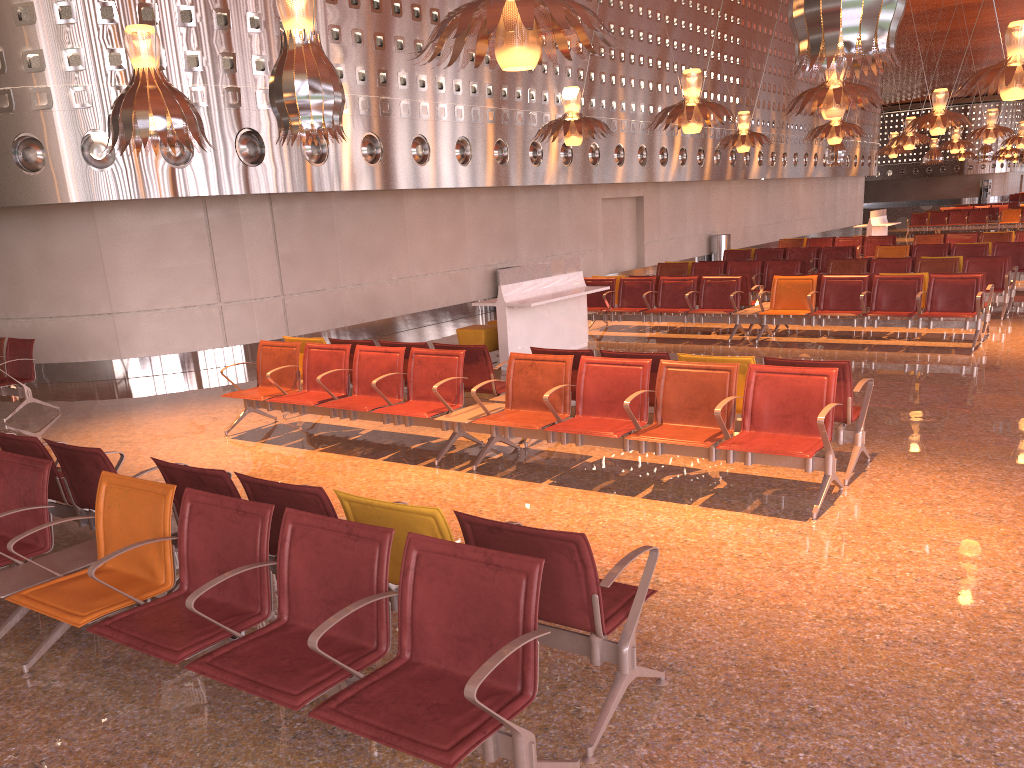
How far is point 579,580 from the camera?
3.2m
